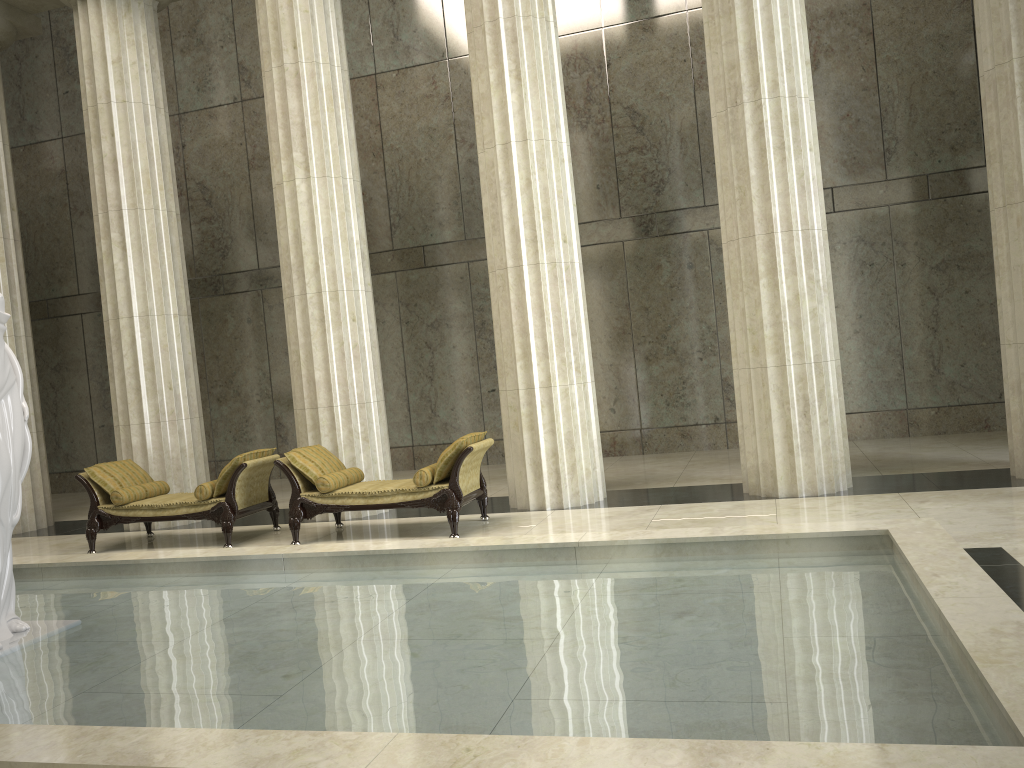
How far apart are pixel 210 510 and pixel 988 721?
7.8 meters

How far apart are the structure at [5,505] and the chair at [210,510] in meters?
3.3 m

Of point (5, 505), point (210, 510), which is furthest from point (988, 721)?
point (210, 510)

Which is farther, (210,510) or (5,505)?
(210,510)

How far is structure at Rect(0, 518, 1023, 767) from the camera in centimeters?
306cm

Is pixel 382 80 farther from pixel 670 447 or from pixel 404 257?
pixel 670 447

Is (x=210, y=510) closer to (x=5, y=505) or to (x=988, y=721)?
(x=5, y=505)

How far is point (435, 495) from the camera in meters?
8.5 m

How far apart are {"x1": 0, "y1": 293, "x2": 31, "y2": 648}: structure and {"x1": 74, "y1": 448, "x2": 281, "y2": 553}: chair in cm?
325

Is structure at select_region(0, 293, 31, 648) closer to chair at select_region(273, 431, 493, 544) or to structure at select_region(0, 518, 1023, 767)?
structure at select_region(0, 518, 1023, 767)
